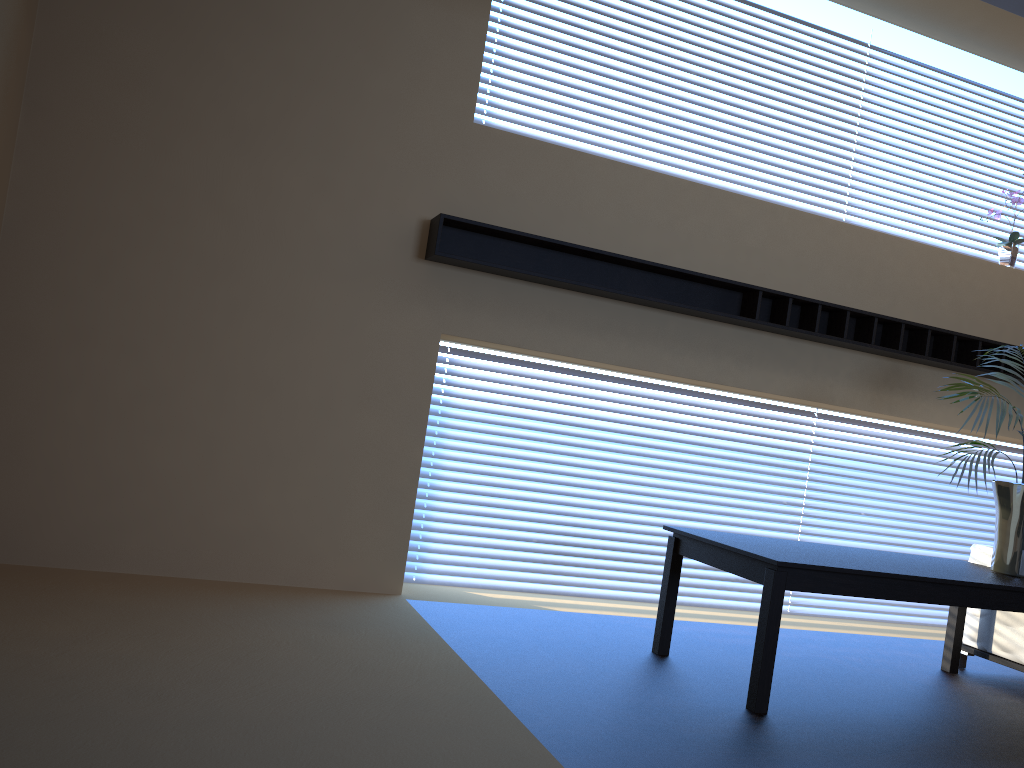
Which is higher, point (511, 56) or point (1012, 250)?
point (511, 56)

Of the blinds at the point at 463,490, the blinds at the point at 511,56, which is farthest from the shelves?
the blinds at the point at 511,56

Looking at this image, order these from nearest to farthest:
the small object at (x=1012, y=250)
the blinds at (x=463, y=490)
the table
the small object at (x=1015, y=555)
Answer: the table → the small object at (x=1015, y=555) → the blinds at (x=463, y=490) → the small object at (x=1012, y=250)

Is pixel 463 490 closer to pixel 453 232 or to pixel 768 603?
pixel 453 232

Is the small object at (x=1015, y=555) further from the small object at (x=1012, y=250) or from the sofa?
the small object at (x=1012, y=250)

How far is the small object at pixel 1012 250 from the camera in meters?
6.1

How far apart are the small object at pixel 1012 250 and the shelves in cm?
65

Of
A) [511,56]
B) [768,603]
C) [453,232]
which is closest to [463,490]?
[453,232]

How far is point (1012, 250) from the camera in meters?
6.1

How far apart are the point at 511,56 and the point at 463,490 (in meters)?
2.55
